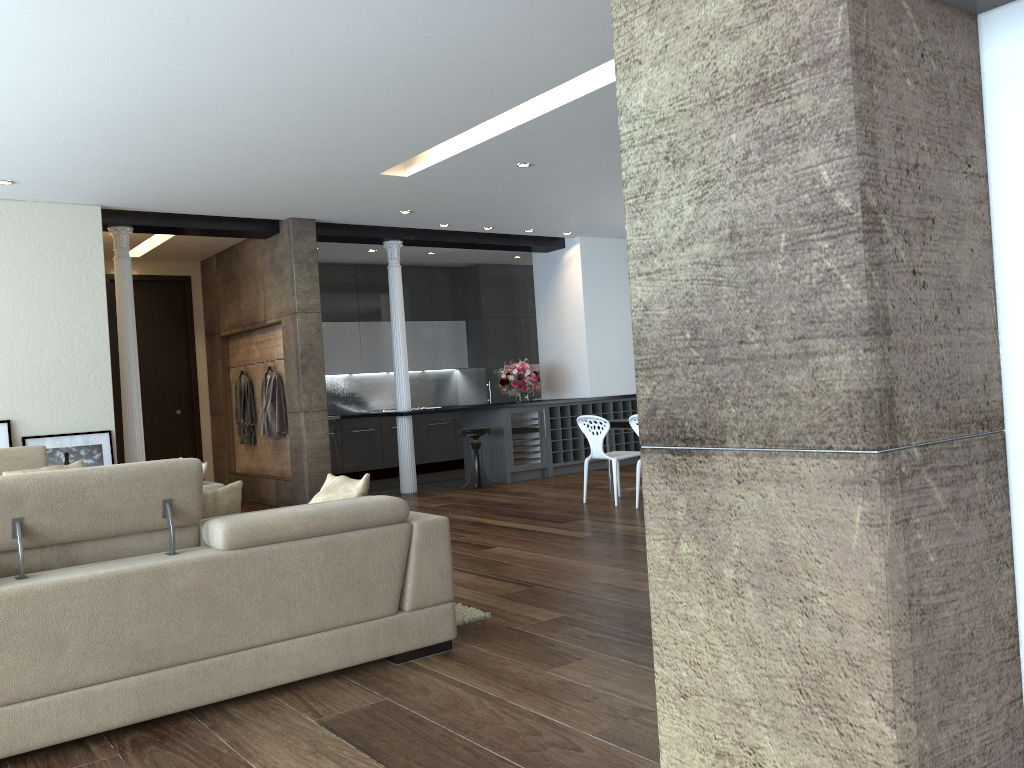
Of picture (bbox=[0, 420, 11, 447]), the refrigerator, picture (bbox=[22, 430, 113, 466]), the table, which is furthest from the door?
the table

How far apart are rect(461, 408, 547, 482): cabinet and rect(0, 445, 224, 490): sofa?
4.71m

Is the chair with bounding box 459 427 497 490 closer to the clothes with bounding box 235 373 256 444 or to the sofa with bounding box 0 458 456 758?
the clothes with bounding box 235 373 256 444

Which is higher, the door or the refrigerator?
the door

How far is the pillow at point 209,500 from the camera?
3.6 meters

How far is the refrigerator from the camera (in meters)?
10.61

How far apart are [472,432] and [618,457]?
2.40m

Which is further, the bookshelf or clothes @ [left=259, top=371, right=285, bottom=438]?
clothes @ [left=259, top=371, right=285, bottom=438]

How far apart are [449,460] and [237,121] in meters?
7.5

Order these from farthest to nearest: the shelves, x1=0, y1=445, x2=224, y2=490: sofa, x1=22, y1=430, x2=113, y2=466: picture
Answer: the shelves < x1=22, y1=430, x2=113, y2=466: picture < x1=0, y1=445, x2=224, y2=490: sofa
